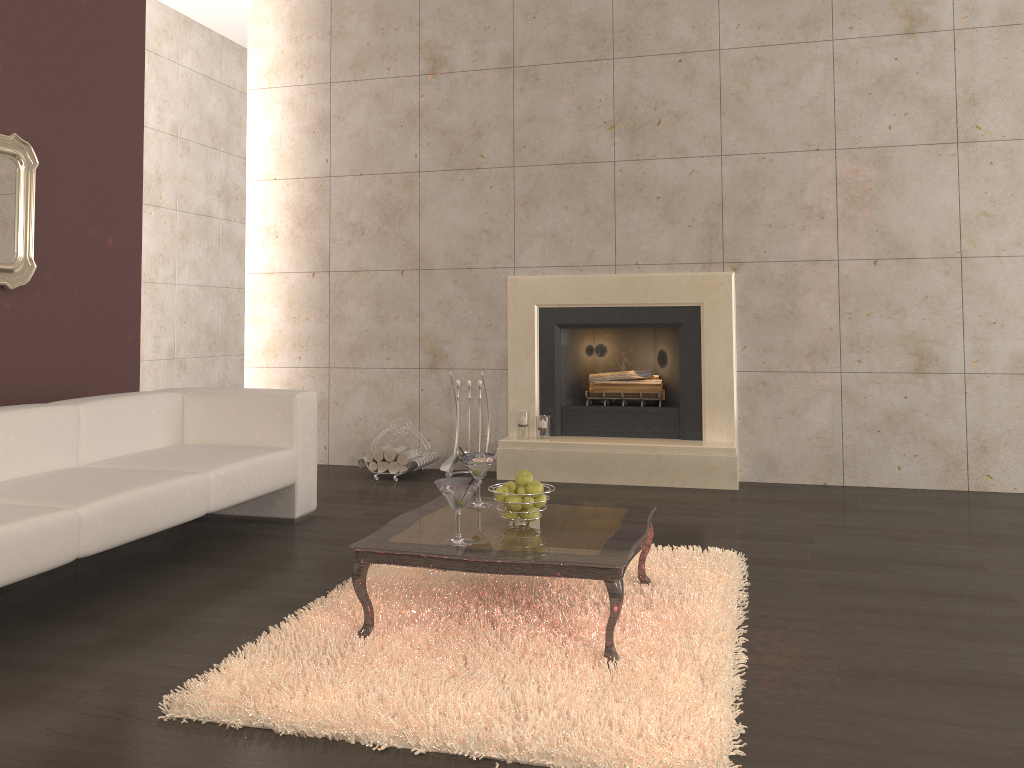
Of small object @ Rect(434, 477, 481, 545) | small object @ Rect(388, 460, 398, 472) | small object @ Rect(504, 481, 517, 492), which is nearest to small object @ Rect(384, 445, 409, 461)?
small object @ Rect(388, 460, 398, 472)

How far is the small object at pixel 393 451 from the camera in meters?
5.8

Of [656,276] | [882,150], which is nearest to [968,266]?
[882,150]

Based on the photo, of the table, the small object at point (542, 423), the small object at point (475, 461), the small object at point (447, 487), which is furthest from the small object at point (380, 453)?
the small object at point (447, 487)

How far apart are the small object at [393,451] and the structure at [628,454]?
0.7m

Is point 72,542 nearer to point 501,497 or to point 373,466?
point 501,497

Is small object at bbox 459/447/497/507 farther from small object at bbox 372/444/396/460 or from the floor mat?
small object at bbox 372/444/396/460

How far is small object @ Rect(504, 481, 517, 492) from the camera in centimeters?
310cm

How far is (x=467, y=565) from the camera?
2.71m

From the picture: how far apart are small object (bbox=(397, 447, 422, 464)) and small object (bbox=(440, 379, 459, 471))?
0.22m
